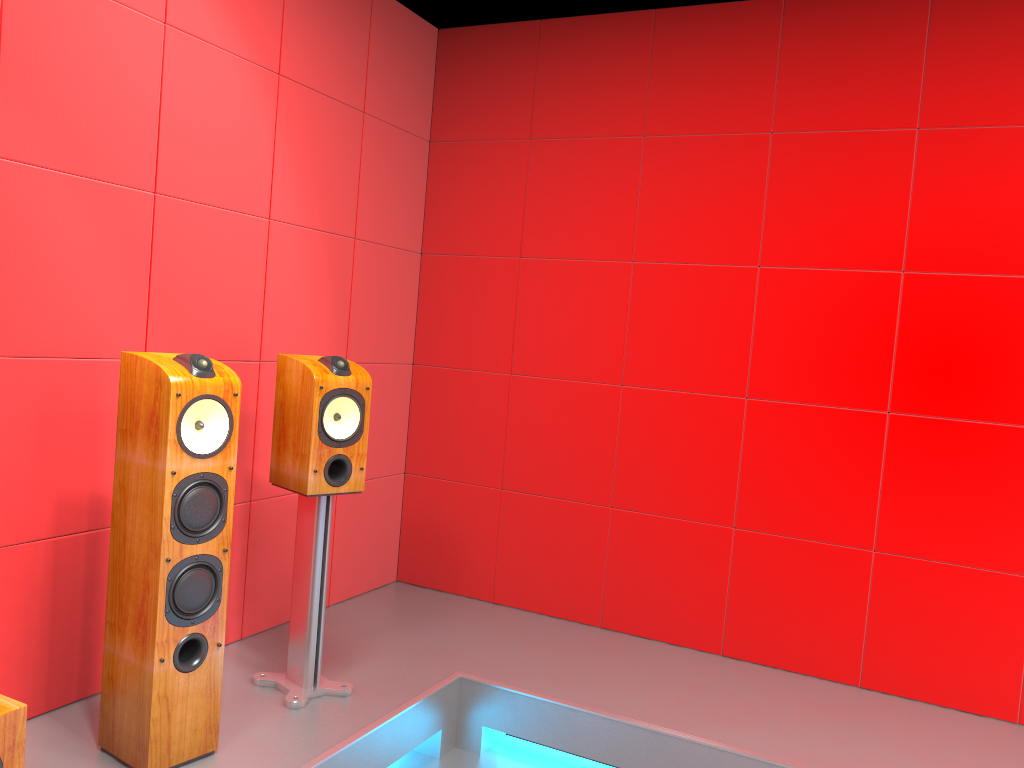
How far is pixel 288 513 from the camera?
3.3m

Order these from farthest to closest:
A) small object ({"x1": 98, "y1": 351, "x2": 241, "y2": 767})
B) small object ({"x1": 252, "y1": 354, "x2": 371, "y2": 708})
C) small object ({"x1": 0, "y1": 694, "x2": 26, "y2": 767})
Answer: small object ({"x1": 252, "y1": 354, "x2": 371, "y2": 708})
small object ({"x1": 98, "y1": 351, "x2": 241, "y2": 767})
small object ({"x1": 0, "y1": 694, "x2": 26, "y2": 767})

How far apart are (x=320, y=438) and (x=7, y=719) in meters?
1.1 m

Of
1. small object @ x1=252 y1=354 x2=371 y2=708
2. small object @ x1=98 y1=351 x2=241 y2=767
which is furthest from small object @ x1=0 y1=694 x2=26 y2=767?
small object @ x1=252 y1=354 x2=371 y2=708

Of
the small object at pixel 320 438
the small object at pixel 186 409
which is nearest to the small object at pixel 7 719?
the small object at pixel 186 409

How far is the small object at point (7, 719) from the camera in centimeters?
171cm

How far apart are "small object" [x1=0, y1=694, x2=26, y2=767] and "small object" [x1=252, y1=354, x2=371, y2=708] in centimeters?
97cm

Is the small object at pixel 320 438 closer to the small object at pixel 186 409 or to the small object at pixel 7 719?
the small object at pixel 186 409

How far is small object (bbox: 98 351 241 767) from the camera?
2.2 meters

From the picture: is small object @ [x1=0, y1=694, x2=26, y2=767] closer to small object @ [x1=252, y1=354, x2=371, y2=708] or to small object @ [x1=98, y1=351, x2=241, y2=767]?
small object @ [x1=98, y1=351, x2=241, y2=767]
